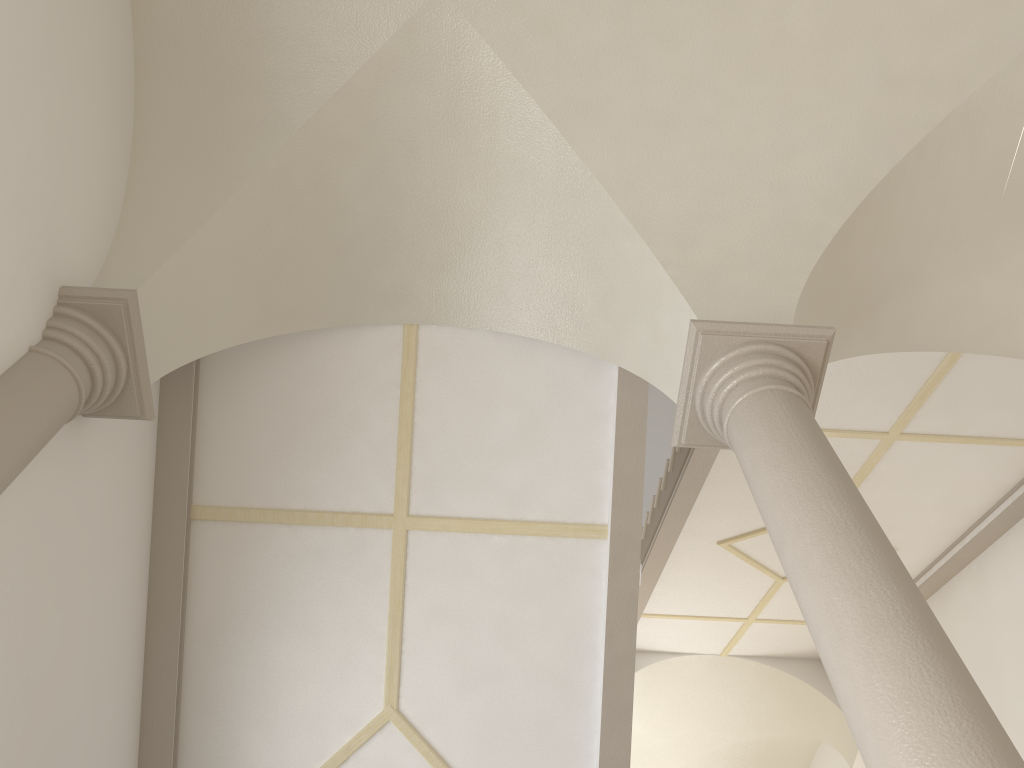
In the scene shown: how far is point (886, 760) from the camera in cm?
234

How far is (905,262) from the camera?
5.3m

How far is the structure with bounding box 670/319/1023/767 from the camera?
2.3 meters

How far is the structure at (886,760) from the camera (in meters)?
2.34
